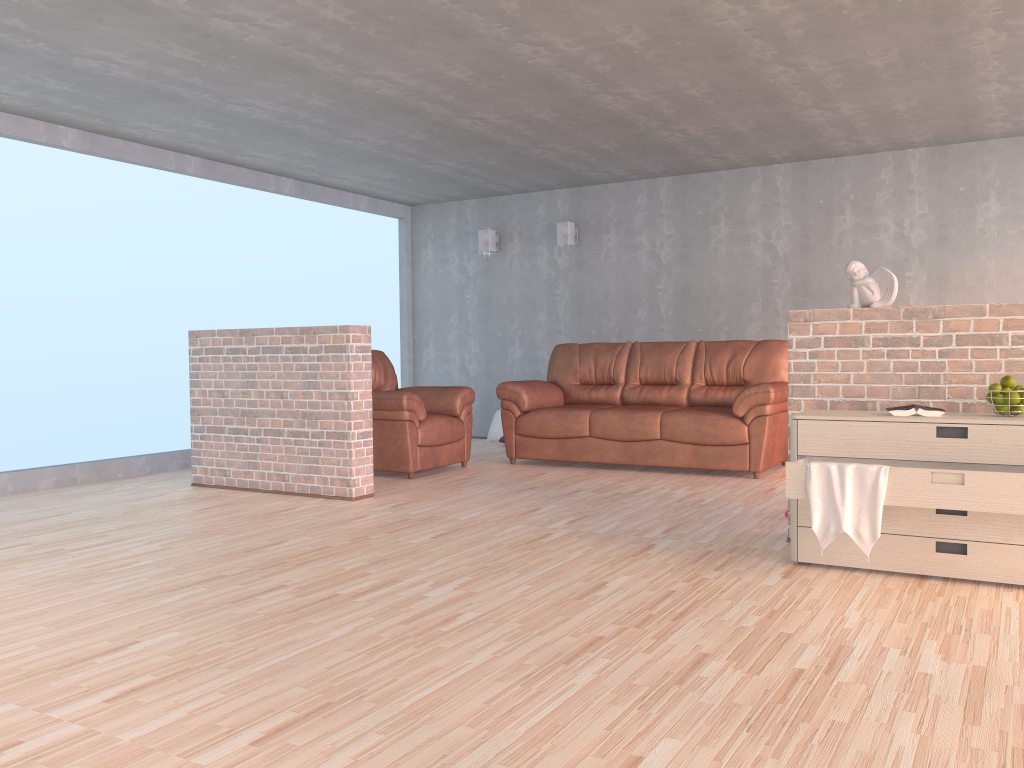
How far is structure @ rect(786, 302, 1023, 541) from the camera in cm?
362

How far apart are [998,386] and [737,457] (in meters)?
2.78

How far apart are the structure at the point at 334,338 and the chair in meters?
0.7 m

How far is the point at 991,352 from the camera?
3.62m

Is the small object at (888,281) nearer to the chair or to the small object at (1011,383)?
the small object at (1011,383)

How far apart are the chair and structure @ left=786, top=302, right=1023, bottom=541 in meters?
2.9 m

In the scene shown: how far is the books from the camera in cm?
343

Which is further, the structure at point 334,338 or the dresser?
the structure at point 334,338

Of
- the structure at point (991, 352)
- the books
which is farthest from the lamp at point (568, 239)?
the books

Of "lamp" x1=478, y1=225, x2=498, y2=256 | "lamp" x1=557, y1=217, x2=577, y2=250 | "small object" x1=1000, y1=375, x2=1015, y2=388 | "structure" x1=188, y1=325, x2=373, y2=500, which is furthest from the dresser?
"lamp" x1=478, y1=225, x2=498, y2=256
